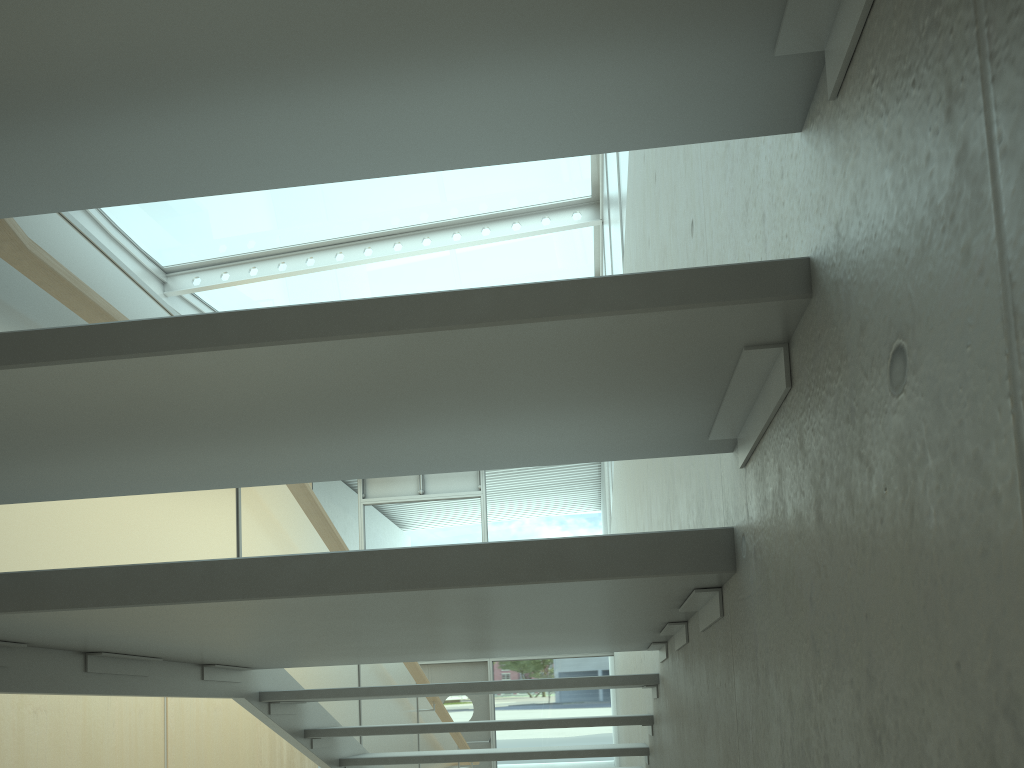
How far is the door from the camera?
12.4 meters

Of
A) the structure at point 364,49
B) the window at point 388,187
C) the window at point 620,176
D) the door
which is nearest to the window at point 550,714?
the door

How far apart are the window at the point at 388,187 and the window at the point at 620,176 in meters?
0.5

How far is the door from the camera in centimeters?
1235cm

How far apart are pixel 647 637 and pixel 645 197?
1.38m

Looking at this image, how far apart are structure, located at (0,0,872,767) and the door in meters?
5.3 m

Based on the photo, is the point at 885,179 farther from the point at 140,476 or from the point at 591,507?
the point at 591,507

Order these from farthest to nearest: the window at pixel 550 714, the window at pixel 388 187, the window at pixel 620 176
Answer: the window at pixel 550 714 < the window at pixel 388 187 < the window at pixel 620 176

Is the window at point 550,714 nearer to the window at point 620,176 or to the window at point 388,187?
the window at point 388,187

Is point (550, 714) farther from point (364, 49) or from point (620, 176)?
point (364, 49)
